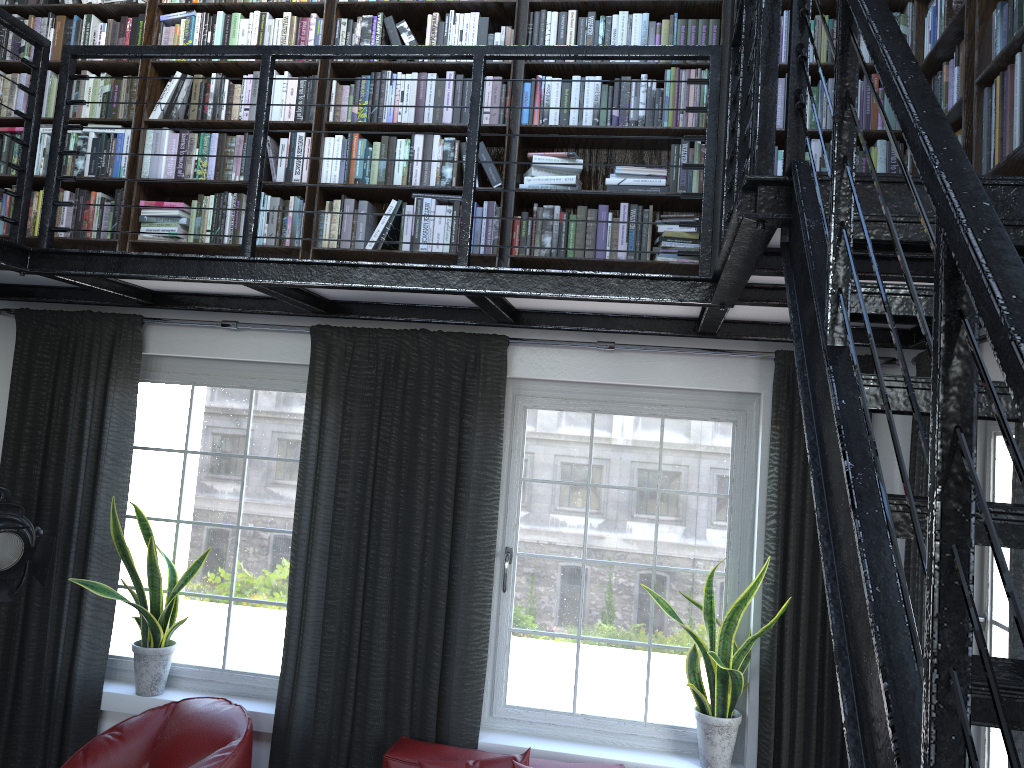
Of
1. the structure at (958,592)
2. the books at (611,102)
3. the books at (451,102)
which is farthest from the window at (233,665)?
the books at (451,102)

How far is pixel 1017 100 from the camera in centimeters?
218cm

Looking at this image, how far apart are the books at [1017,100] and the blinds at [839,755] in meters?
0.7

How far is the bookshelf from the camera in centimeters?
252cm

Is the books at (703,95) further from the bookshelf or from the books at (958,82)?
the books at (958,82)

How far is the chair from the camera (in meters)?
3.58

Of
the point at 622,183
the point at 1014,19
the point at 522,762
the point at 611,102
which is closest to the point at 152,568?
the point at 522,762

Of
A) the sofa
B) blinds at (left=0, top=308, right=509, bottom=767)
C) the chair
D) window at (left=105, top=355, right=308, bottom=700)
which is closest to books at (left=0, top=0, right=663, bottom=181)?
blinds at (left=0, top=308, right=509, bottom=767)

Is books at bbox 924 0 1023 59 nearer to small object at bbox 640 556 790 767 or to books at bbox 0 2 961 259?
books at bbox 0 2 961 259

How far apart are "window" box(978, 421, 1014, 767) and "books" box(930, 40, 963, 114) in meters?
1.2 m
